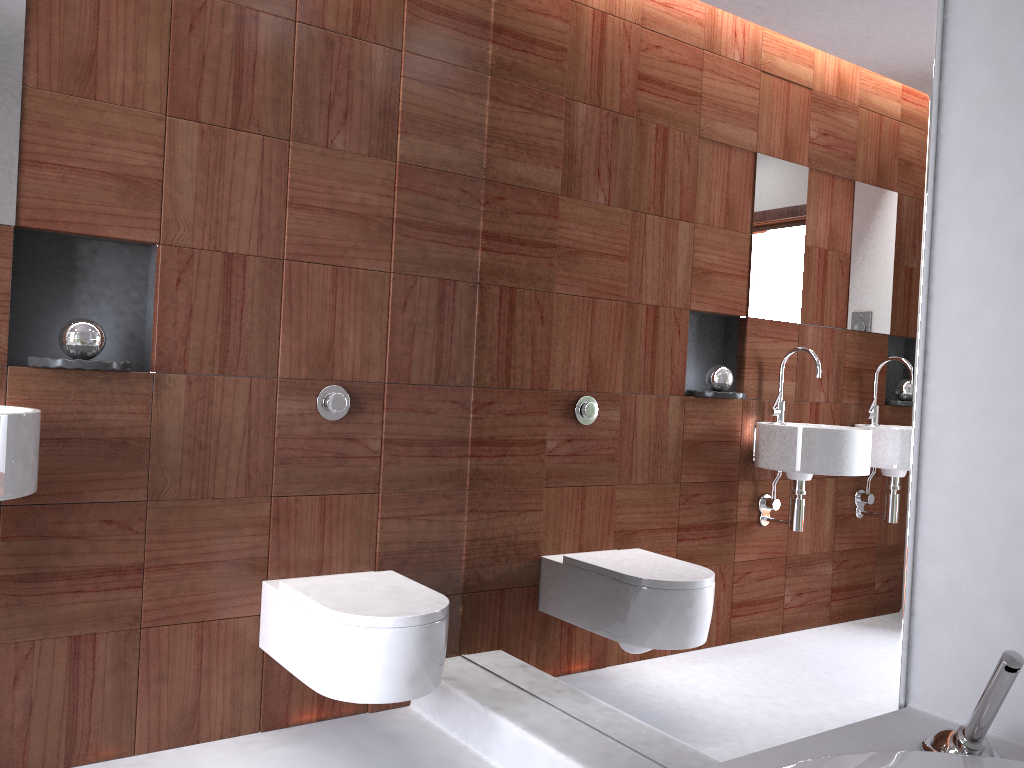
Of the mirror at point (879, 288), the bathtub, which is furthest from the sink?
the bathtub

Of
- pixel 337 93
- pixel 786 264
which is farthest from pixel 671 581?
pixel 337 93

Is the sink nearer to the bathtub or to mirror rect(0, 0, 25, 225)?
mirror rect(0, 0, 25, 225)

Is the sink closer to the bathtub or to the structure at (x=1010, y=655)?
the bathtub

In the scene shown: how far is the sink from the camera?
1.7m

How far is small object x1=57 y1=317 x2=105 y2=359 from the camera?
2.0 meters

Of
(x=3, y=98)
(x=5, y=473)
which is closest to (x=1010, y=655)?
(x=5, y=473)

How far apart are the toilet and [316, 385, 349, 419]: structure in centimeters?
44cm

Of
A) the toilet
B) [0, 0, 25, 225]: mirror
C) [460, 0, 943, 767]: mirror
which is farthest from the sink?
[460, 0, 943, 767]: mirror

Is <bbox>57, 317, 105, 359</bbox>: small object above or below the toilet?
above
